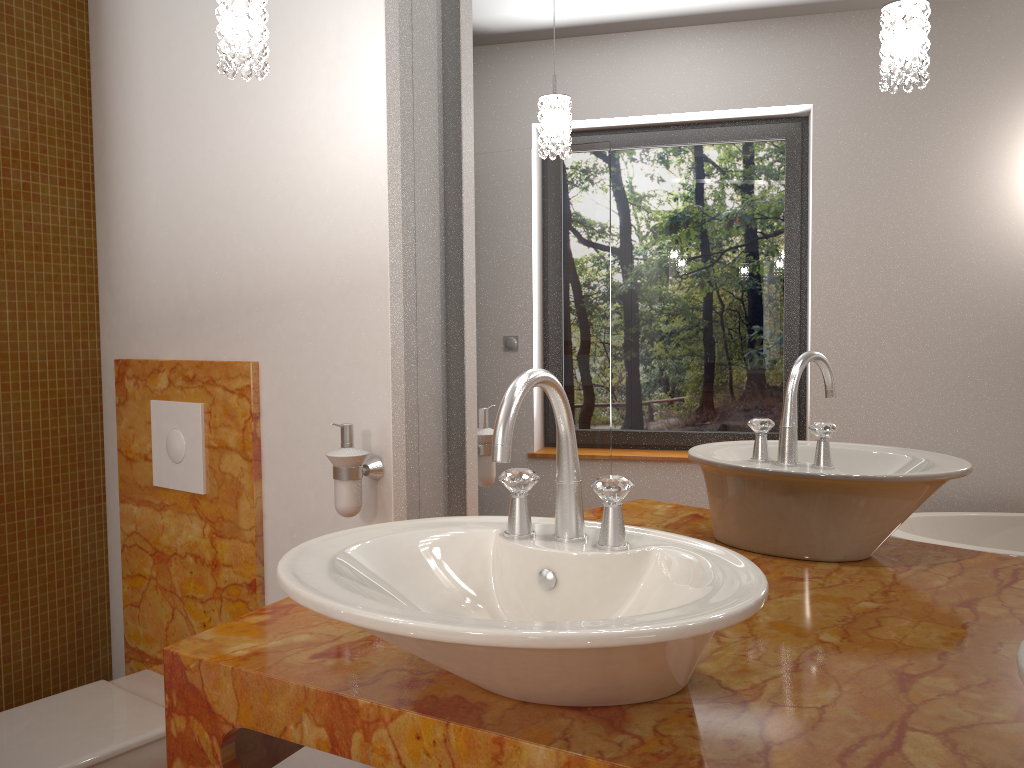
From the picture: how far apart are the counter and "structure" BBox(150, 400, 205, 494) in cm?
68

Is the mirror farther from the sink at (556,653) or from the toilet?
the toilet

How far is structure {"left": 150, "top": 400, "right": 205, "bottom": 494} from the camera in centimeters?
194cm

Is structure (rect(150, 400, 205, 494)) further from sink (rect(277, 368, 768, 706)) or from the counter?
sink (rect(277, 368, 768, 706))

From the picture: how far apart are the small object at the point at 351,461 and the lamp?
0.6m

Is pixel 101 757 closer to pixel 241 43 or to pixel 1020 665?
pixel 241 43

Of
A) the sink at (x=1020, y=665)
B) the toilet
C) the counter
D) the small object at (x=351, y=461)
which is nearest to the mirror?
the counter

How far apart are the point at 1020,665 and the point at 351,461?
1.1 meters

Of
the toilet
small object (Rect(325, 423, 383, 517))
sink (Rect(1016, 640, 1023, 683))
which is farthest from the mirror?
the toilet

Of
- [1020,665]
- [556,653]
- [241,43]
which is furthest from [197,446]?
[1020,665]
